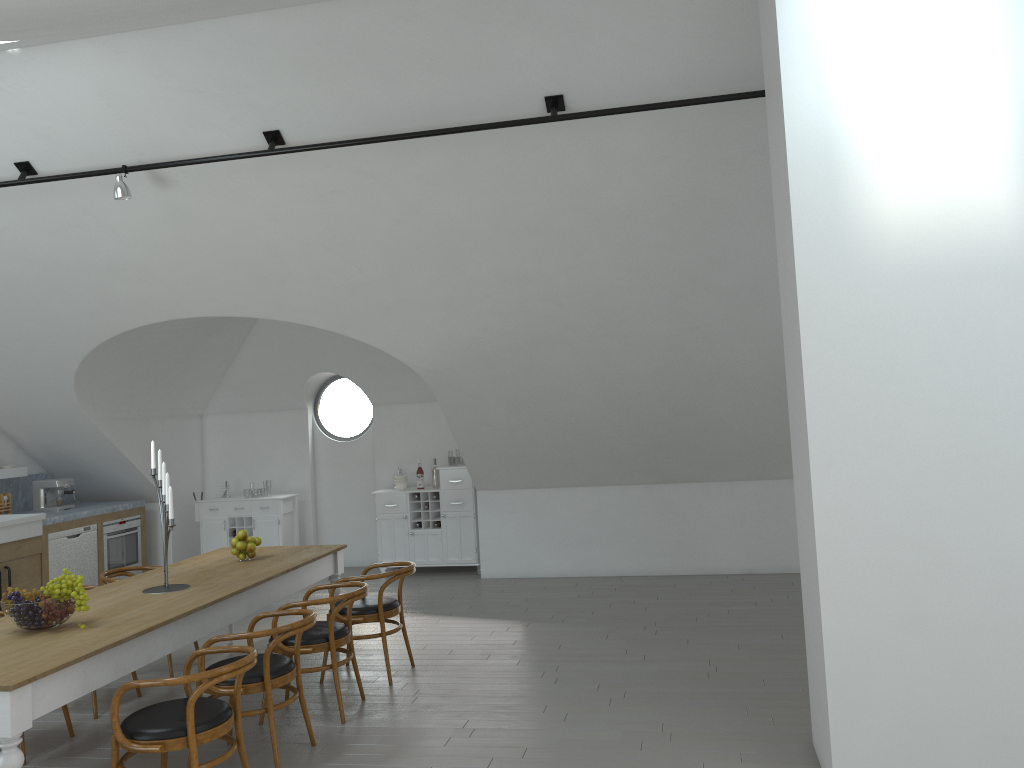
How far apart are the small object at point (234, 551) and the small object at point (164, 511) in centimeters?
81cm

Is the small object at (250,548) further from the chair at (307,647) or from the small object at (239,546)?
the chair at (307,647)

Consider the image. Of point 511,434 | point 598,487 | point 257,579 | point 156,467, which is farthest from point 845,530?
point 156,467

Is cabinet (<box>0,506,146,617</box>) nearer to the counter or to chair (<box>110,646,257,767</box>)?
the counter

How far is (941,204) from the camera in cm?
372

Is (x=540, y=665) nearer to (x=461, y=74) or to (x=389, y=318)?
(x=389, y=318)

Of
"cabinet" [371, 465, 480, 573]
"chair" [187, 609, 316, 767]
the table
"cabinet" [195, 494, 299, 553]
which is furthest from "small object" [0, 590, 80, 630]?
"cabinet" [195, 494, 299, 553]

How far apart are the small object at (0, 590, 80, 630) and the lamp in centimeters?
282cm

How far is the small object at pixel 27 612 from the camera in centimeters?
418cm

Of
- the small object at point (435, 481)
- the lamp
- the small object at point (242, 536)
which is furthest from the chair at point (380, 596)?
the small object at point (435, 481)
